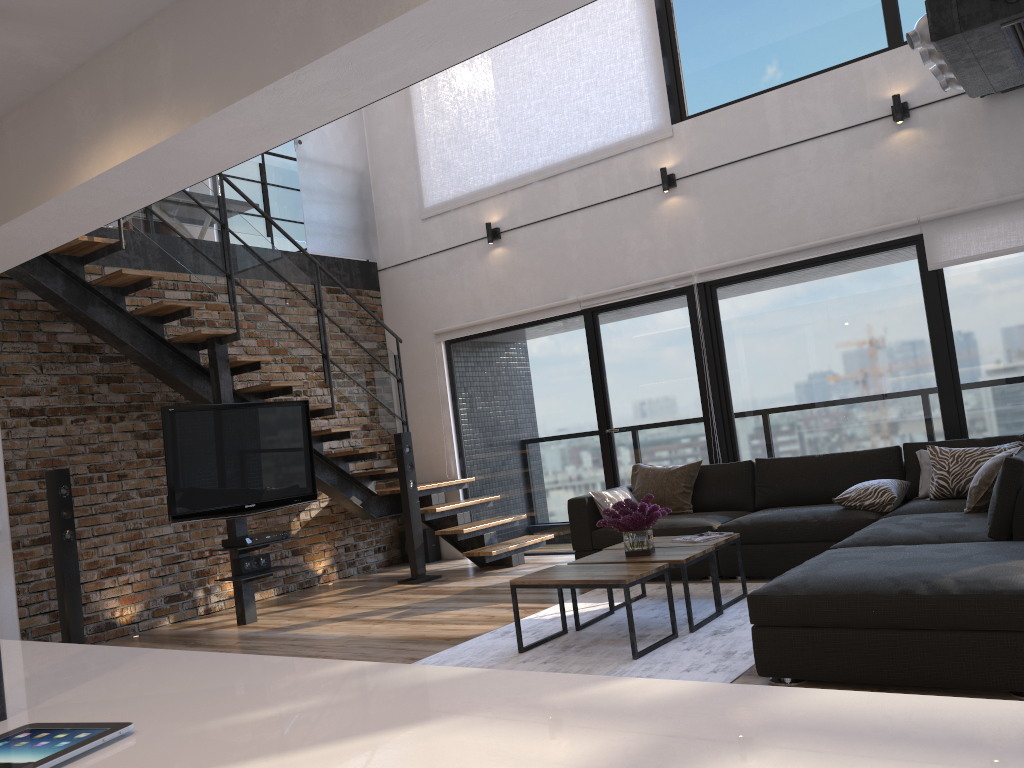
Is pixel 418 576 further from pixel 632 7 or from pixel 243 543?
pixel 632 7

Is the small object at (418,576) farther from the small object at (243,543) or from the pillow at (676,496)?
the pillow at (676,496)

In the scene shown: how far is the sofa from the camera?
2.9m

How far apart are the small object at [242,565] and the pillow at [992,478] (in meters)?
4.37

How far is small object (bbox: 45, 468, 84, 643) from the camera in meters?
5.5 m

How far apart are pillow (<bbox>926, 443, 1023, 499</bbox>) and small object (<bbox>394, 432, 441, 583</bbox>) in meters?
3.8 m

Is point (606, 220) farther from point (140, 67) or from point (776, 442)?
Result: point (140, 67)

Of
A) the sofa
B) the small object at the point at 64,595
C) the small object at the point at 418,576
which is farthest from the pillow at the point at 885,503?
the small object at the point at 64,595

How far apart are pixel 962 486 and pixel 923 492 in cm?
29

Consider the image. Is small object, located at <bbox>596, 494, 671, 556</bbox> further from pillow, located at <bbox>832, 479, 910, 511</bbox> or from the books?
pillow, located at <bbox>832, 479, 910, 511</bbox>
